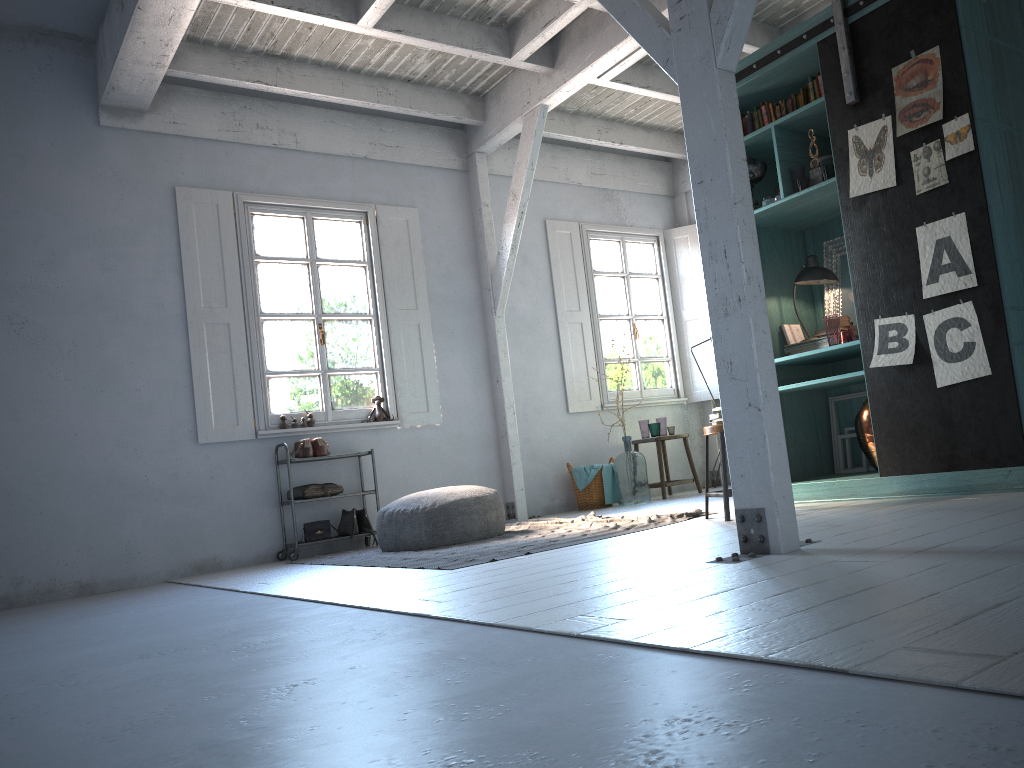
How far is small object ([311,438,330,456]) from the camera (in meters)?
8.11

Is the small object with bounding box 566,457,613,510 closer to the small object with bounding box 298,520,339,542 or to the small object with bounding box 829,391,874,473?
the small object with bounding box 298,520,339,542

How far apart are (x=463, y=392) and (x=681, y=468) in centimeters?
302cm

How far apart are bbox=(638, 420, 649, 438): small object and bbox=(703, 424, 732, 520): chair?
4.0m

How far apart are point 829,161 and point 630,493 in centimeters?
424cm

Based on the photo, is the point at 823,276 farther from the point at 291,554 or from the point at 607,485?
the point at 291,554

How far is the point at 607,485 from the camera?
9.34m

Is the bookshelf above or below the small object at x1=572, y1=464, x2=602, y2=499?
above

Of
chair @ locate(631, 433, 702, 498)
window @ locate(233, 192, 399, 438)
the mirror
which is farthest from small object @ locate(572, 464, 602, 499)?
the mirror

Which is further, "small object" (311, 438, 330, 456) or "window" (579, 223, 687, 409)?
"window" (579, 223, 687, 409)
